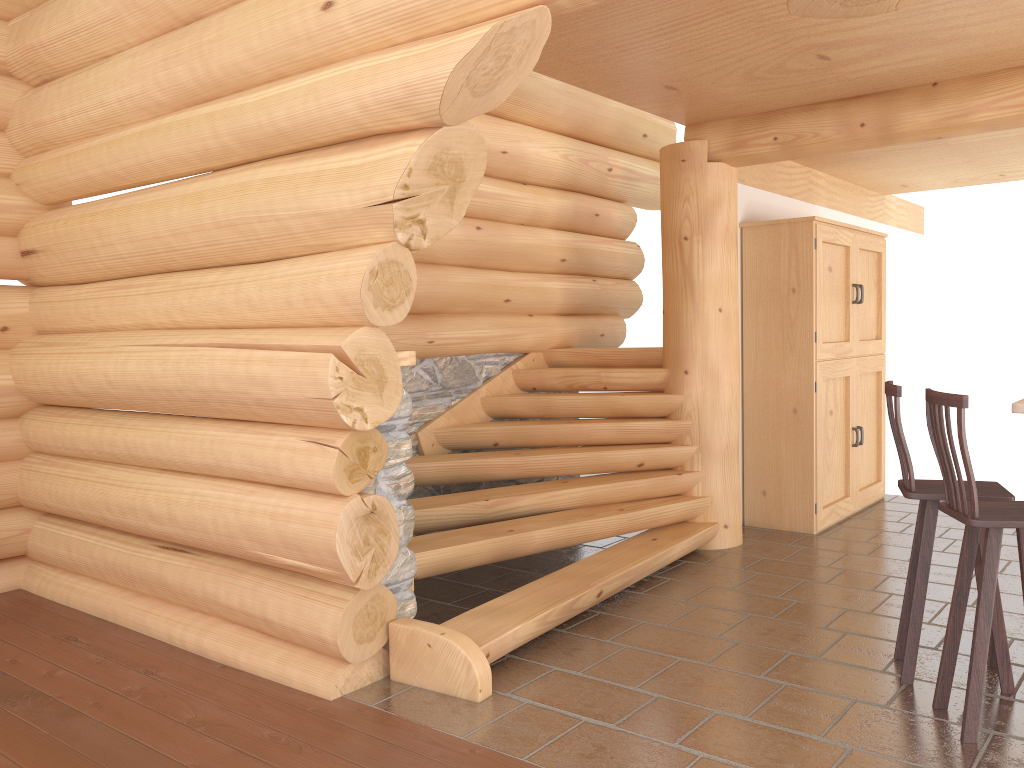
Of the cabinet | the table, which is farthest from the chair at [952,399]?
the cabinet

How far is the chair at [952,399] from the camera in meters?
3.3

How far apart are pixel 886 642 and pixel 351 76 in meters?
3.7 m

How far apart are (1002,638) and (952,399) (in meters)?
1.23

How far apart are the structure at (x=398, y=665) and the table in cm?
224

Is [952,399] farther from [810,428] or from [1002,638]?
[810,428]

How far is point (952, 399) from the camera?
3.30m

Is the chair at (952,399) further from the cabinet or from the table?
the cabinet

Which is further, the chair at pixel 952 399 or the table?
the table

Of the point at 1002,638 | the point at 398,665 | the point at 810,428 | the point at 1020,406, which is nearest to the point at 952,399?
the point at 1020,406
